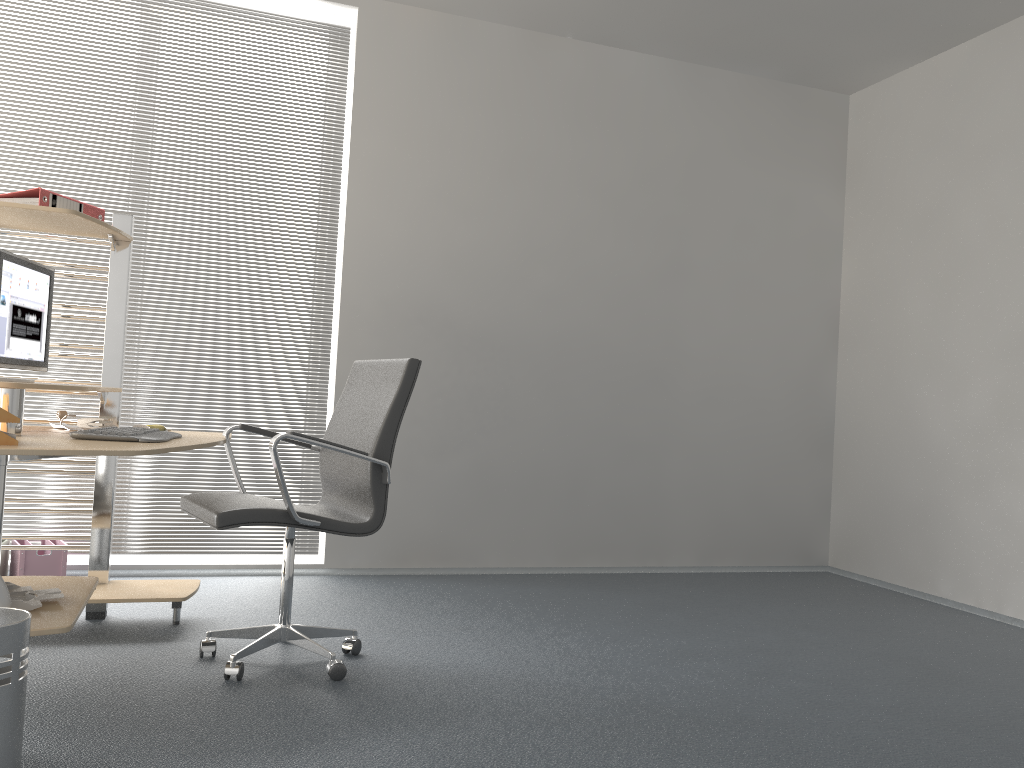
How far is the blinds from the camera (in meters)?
4.19

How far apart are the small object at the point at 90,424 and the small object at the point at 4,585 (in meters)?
0.84

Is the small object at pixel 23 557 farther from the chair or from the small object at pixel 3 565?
the chair

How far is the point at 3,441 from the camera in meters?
2.2

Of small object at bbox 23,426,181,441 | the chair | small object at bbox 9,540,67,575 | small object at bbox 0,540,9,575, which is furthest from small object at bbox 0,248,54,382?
small object at bbox 0,540,9,575

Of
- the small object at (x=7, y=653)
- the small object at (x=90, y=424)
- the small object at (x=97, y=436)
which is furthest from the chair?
the small object at (x=7, y=653)

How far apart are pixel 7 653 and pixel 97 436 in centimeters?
82cm

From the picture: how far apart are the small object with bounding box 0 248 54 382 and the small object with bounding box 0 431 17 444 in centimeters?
73cm

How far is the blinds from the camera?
4.2m

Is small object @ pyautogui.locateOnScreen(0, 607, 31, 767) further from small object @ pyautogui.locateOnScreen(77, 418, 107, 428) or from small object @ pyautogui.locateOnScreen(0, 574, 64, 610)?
small object @ pyautogui.locateOnScreen(77, 418, 107, 428)
